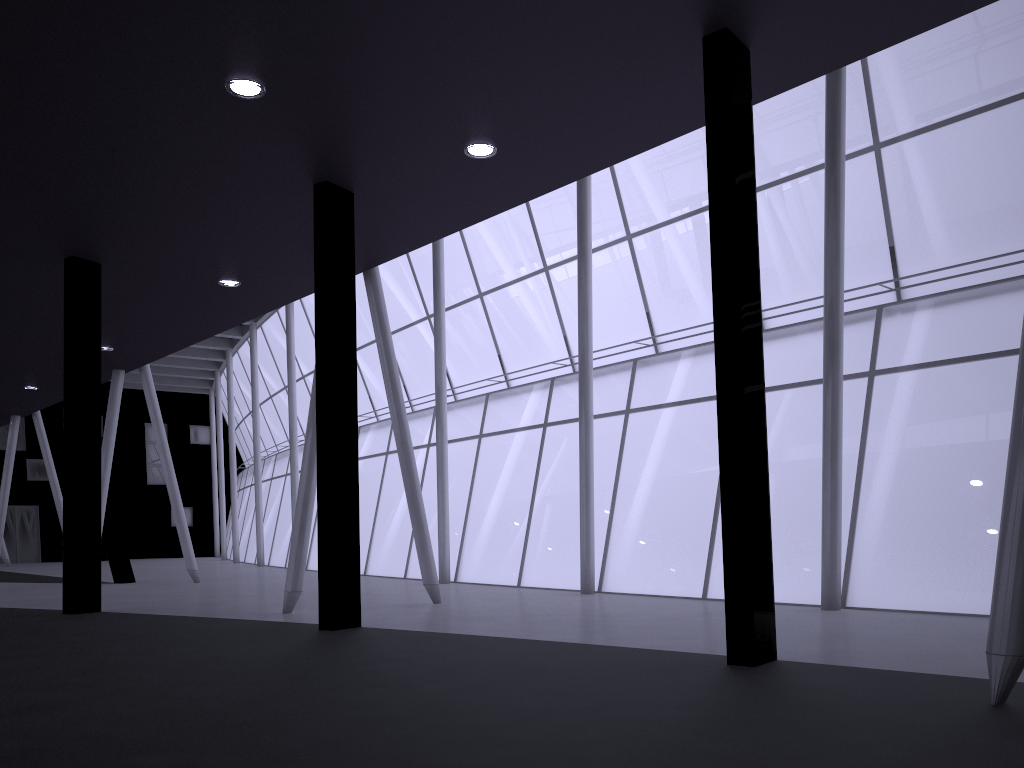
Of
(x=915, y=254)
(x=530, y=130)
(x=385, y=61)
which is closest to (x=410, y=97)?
(x=385, y=61)
